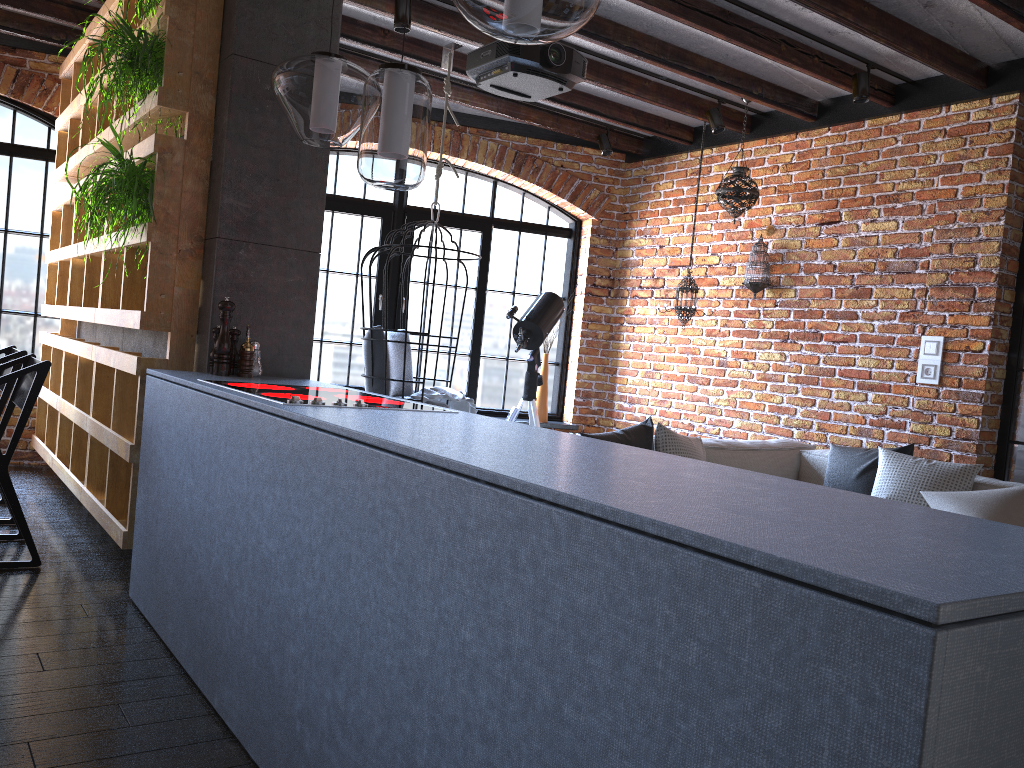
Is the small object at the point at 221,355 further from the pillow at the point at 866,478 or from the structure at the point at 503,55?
the pillow at the point at 866,478

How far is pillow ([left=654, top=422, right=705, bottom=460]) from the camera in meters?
4.1 m

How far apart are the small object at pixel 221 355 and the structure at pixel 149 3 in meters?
1.2

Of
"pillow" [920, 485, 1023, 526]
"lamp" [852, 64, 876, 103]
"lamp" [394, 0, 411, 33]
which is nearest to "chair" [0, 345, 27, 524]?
"lamp" [394, 0, 411, 33]

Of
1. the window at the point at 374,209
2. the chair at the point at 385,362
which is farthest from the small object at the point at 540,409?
the chair at the point at 385,362

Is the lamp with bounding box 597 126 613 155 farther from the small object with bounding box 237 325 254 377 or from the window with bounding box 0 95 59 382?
the small object with bounding box 237 325 254 377

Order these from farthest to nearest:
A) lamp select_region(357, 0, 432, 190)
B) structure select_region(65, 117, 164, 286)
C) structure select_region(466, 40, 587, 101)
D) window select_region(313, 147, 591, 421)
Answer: window select_region(313, 147, 591, 421) → structure select_region(466, 40, 587, 101) → structure select_region(65, 117, 164, 286) → lamp select_region(357, 0, 432, 190)

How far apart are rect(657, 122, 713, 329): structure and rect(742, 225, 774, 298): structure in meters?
0.4

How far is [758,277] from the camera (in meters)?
5.60

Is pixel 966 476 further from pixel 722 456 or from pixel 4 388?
pixel 4 388
